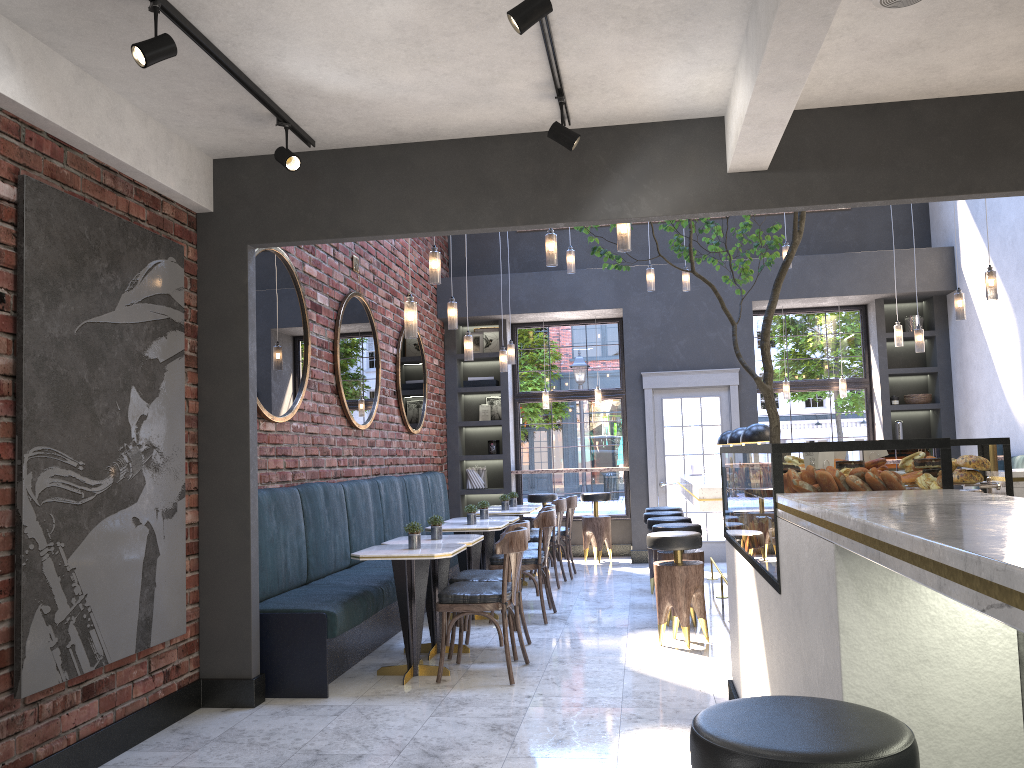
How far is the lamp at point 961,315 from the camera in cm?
728

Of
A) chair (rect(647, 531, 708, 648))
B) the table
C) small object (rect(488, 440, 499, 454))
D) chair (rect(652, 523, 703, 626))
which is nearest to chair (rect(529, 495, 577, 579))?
the table

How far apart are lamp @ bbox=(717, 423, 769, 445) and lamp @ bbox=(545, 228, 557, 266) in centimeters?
183cm

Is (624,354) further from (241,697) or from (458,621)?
(241,697)

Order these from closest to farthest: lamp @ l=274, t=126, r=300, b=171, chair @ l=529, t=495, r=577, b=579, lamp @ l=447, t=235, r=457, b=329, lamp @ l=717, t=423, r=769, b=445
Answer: lamp @ l=274, t=126, r=300, b=171 < lamp @ l=717, t=423, r=769, b=445 < lamp @ l=447, t=235, r=457, b=329 < chair @ l=529, t=495, r=577, b=579

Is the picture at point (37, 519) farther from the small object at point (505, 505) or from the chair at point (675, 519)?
the small object at point (505, 505)

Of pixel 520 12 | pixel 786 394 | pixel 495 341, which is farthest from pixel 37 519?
pixel 786 394

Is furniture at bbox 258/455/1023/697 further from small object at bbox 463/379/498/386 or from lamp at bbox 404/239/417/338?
small object at bbox 463/379/498/386

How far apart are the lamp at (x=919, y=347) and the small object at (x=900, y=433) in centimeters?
229cm

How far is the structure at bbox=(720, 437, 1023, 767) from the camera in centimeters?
133cm
